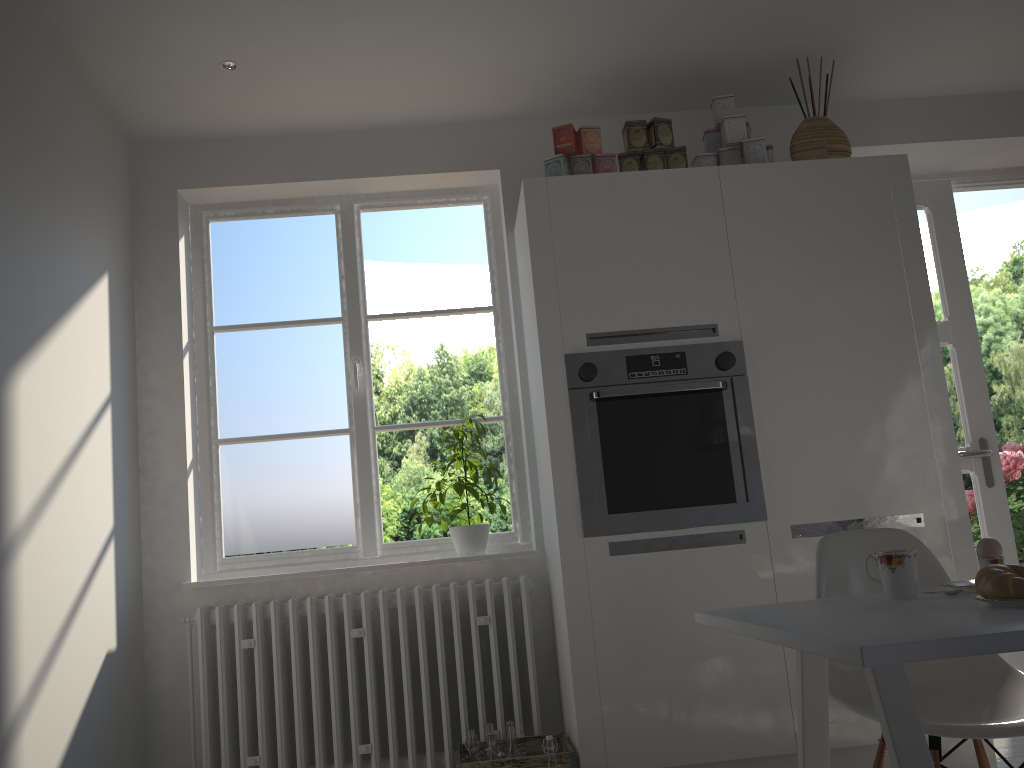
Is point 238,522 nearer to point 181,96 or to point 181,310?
point 181,310

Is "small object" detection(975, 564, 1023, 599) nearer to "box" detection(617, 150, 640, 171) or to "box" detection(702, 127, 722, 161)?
"box" detection(617, 150, 640, 171)

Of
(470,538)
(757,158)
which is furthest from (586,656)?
(757,158)

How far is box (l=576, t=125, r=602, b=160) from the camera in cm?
320

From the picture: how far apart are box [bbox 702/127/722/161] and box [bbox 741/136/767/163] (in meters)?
0.14

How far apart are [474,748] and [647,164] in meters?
2.1 m

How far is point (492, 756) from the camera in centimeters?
275cm

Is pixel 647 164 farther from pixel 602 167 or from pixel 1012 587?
pixel 1012 587

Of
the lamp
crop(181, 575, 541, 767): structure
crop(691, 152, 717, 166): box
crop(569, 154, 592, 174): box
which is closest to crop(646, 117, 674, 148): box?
crop(691, 152, 717, 166): box

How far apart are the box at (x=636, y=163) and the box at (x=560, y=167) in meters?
0.2
